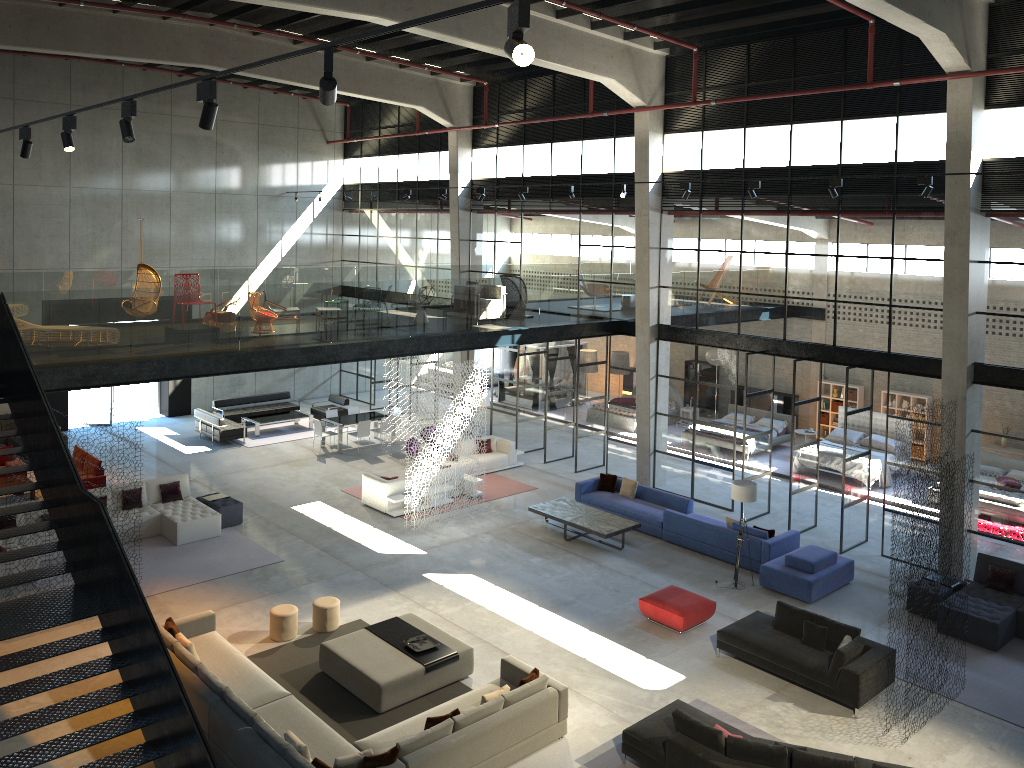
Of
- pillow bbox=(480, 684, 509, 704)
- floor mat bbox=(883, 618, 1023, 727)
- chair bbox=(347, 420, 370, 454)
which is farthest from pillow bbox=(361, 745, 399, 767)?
chair bbox=(347, 420, 370, 454)

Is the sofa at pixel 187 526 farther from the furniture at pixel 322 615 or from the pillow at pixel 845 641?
the pillow at pixel 845 641

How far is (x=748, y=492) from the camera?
15.1m

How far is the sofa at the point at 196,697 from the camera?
10.59m

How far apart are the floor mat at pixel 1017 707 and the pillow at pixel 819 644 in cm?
187

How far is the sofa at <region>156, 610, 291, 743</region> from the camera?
10.6m

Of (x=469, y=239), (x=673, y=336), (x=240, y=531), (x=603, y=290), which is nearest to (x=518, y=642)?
(x=240, y=531)

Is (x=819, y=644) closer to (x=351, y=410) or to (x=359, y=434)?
(x=359, y=434)

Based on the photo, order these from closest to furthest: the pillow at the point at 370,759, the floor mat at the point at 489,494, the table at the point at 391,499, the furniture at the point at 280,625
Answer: the pillow at the point at 370,759
the furniture at the point at 280,625
the table at the point at 391,499
the floor mat at the point at 489,494

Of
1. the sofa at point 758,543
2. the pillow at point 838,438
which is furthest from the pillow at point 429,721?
the pillow at point 838,438
